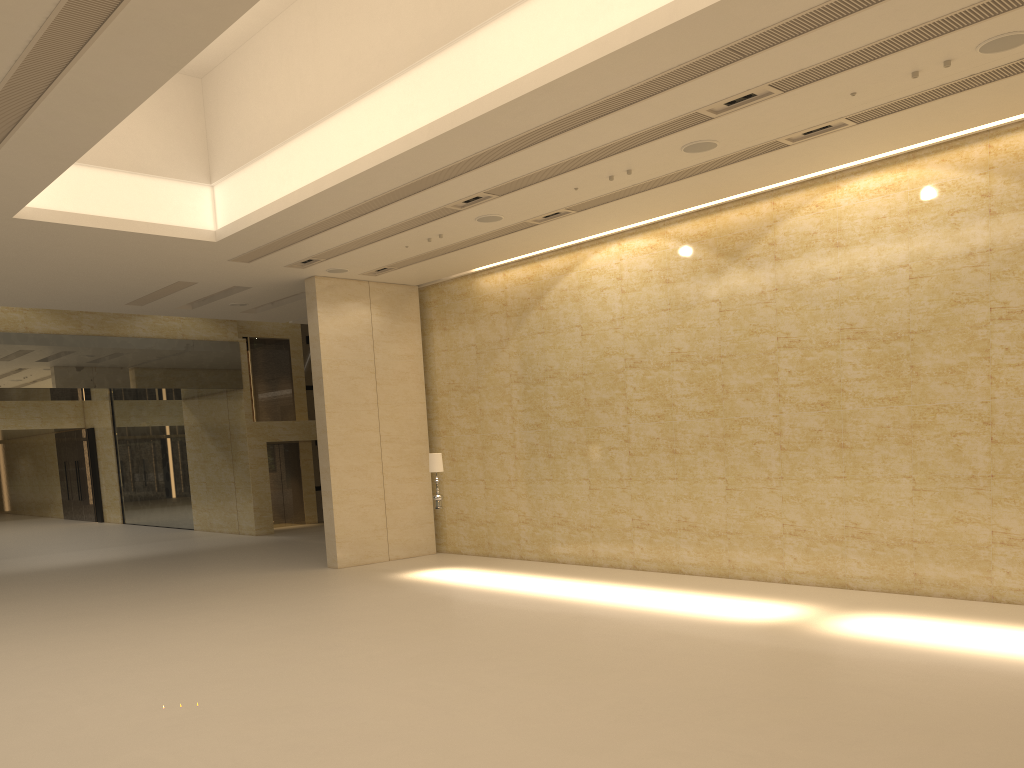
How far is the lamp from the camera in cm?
1589

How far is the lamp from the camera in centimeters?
1589cm

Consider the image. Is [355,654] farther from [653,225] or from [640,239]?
[653,225]

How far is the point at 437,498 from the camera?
15.9 meters
